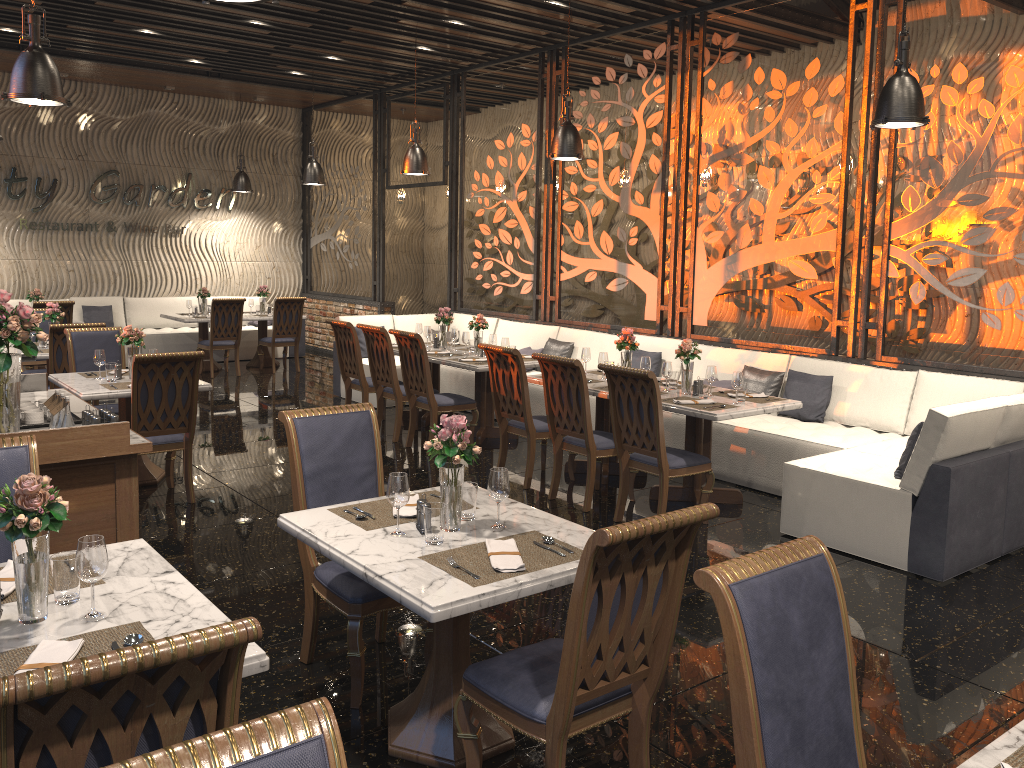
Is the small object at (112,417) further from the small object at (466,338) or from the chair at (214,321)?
the chair at (214,321)

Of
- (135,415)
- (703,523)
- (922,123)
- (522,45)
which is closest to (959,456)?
(703,523)

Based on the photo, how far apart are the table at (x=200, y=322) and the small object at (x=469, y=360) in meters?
5.4

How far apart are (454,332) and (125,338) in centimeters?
320cm

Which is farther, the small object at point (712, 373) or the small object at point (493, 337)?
the small object at point (493, 337)

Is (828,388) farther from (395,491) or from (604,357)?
(395,491)

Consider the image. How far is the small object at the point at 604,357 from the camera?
6.90m

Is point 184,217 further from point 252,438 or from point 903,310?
point 903,310

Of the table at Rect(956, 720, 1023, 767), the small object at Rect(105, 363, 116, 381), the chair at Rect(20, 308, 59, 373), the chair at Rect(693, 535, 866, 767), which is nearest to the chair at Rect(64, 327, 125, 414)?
the small object at Rect(105, 363, 116, 381)

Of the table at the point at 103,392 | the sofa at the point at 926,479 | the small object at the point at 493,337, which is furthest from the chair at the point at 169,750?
the small object at the point at 493,337
